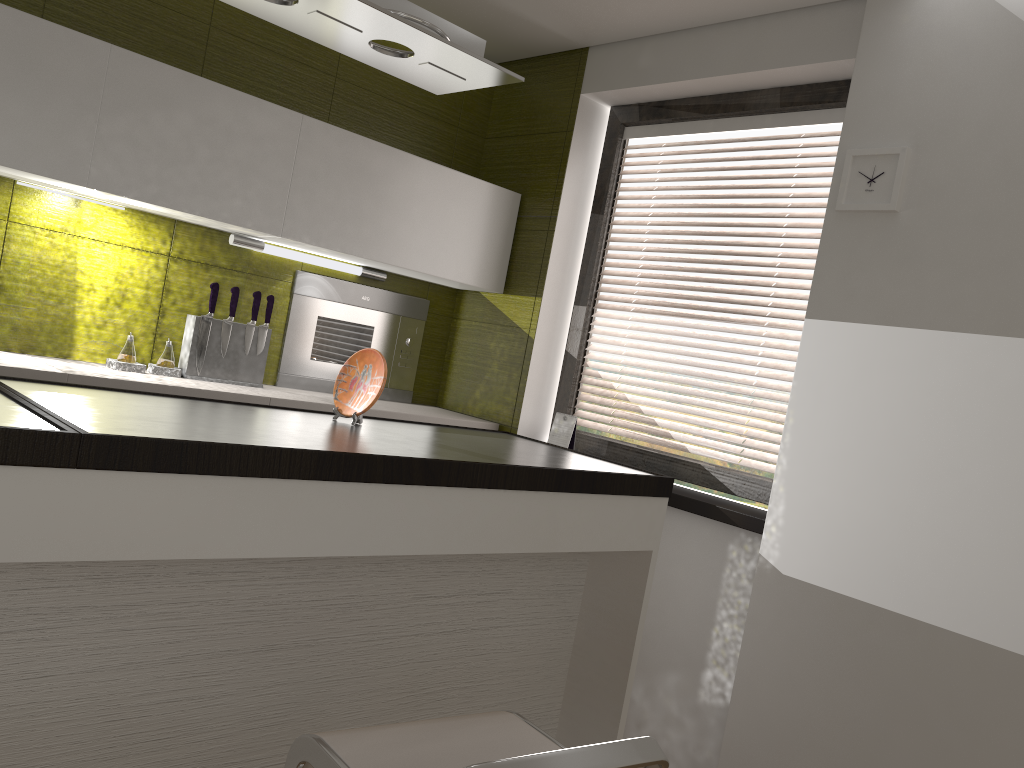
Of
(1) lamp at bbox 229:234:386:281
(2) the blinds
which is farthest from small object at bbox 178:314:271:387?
(2) the blinds

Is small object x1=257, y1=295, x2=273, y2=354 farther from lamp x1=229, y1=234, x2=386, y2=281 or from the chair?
the chair

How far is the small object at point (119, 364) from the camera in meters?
2.9 m

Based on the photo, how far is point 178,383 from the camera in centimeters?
288cm

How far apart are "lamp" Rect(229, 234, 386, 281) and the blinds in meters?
0.9 m

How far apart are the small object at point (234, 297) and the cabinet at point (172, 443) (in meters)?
1.07

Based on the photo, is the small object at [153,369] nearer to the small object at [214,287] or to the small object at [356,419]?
the small object at [214,287]

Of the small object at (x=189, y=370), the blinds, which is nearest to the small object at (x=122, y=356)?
the small object at (x=189, y=370)

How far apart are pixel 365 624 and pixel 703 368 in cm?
1055

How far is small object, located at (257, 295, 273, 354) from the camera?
3.3m
